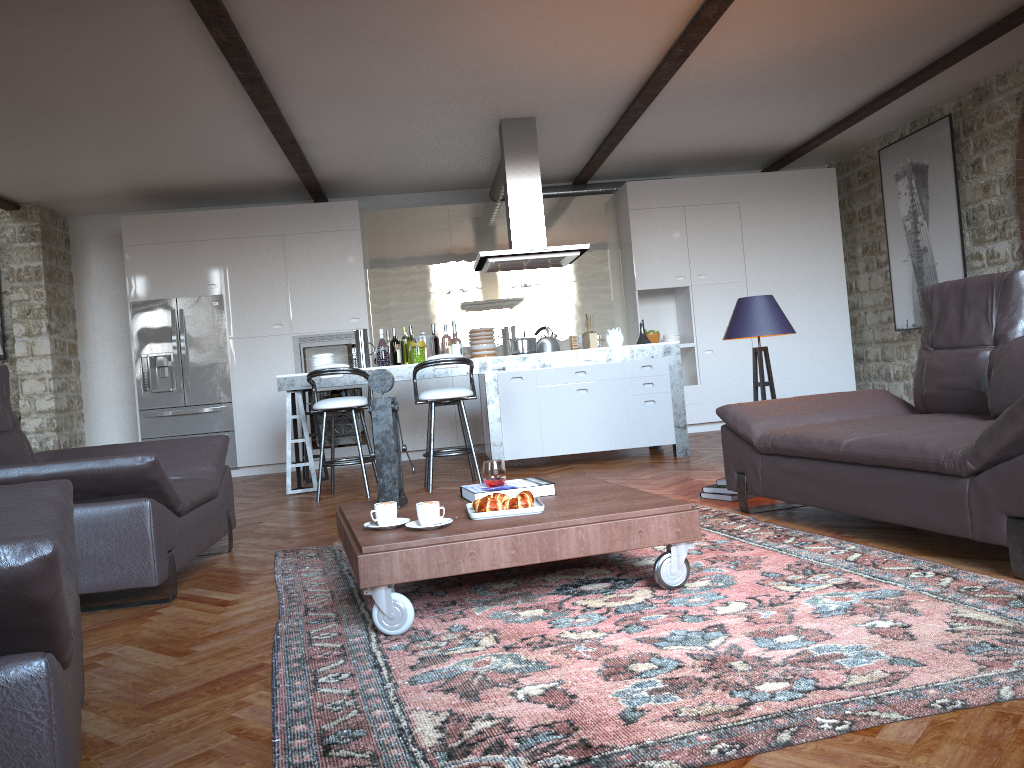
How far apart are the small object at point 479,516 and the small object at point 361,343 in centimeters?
440cm

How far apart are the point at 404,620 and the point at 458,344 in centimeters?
494cm

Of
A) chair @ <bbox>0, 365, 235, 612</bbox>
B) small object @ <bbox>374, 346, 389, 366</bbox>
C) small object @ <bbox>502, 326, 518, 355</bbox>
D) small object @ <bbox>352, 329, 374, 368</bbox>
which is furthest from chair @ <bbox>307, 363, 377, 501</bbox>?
small object @ <bbox>502, 326, 518, 355</bbox>

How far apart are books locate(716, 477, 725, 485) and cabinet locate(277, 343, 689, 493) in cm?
219

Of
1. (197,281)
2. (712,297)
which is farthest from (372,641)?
(712,297)

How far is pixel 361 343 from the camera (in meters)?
7.46

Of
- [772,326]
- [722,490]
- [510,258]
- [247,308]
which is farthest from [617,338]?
[247,308]

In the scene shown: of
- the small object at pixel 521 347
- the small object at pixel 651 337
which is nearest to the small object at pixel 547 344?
the small object at pixel 521 347

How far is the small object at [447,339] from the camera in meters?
7.5 m

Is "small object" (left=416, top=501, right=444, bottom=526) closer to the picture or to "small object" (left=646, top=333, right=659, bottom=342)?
the picture
